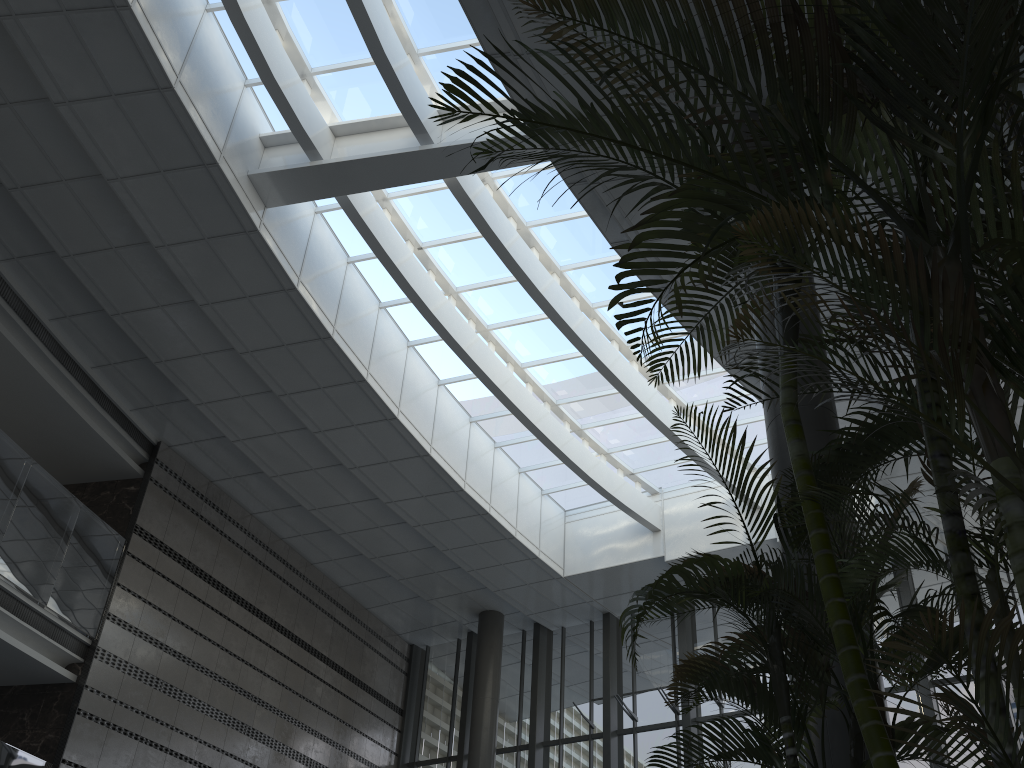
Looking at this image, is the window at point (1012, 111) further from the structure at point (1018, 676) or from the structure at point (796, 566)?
the structure at point (796, 566)

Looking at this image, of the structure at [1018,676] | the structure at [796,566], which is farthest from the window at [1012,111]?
the structure at [796,566]

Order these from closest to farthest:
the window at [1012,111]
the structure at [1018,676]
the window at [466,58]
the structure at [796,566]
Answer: the structure at [1018,676]
the structure at [796,566]
the window at [1012,111]
the window at [466,58]

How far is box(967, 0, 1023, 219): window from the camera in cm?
466

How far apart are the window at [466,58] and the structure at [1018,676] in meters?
6.3

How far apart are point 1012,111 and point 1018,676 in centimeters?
392cm

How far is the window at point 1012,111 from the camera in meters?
4.7

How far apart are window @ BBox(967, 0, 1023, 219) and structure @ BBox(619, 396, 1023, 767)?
2.4 meters

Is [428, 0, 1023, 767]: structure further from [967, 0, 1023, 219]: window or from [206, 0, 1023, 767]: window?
[206, 0, 1023, 767]: window

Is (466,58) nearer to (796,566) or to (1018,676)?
(796,566)
